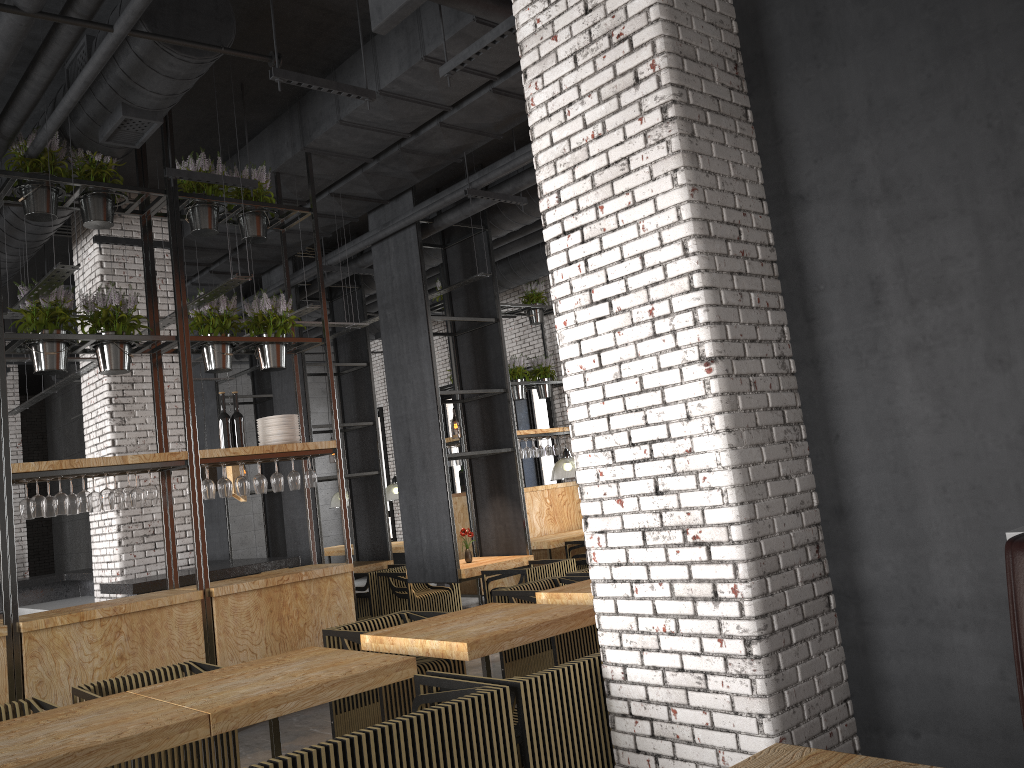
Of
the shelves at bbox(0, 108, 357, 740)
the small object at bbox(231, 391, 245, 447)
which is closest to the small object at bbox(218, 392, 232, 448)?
the small object at bbox(231, 391, 245, 447)

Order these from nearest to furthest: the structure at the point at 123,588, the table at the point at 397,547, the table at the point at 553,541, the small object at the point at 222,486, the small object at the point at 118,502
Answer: the small object at the point at 118,502, the small object at the point at 222,486, the structure at the point at 123,588, the table at the point at 553,541, the table at the point at 397,547

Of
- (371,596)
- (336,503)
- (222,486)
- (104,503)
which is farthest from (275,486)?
(336,503)

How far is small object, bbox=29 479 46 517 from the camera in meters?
5.8 m

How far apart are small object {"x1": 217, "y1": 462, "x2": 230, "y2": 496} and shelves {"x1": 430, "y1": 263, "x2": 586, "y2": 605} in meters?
5.1

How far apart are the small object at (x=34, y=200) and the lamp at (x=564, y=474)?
7.05m

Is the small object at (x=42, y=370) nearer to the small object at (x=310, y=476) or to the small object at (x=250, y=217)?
the small object at (x=250, y=217)

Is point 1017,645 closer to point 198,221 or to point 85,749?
point 85,749

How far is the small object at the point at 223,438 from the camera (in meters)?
6.92

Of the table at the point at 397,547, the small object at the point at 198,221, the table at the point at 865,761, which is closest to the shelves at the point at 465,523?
the table at the point at 397,547
